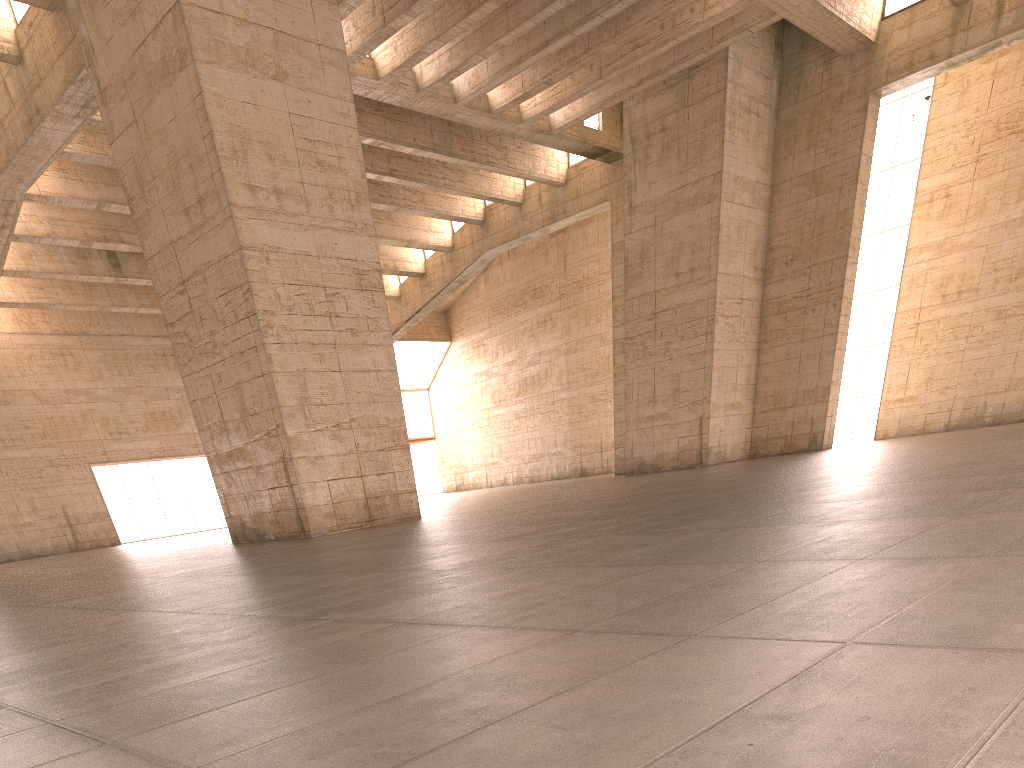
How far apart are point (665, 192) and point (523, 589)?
27.4 meters
